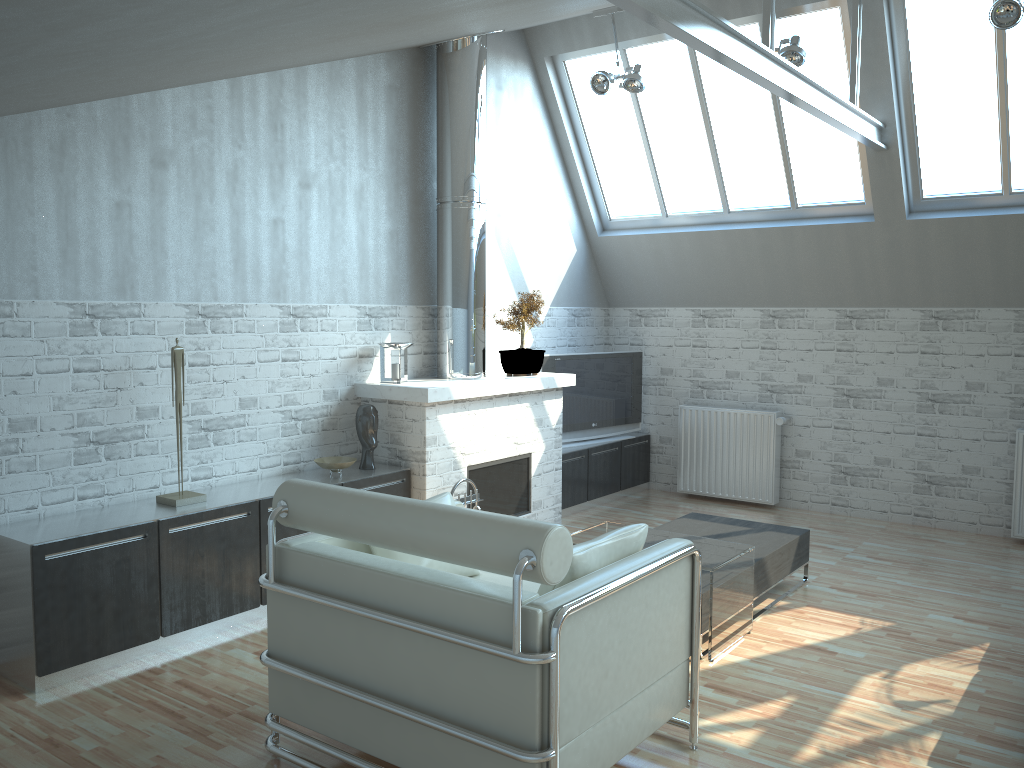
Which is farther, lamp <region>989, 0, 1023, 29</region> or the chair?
lamp <region>989, 0, 1023, 29</region>

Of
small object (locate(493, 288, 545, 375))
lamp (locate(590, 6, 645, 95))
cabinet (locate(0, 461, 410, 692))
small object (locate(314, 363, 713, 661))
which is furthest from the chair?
lamp (locate(590, 6, 645, 95))

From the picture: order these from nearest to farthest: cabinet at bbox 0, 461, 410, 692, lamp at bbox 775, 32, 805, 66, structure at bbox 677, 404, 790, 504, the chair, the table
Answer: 1. the chair
2. cabinet at bbox 0, 461, 410, 692
3. the table
4. lamp at bbox 775, 32, 805, 66
5. structure at bbox 677, 404, 790, 504

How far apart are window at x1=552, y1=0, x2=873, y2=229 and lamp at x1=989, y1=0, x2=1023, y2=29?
2.32m

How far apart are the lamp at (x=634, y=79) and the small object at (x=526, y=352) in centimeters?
307cm

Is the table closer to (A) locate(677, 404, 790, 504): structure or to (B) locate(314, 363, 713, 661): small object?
(B) locate(314, 363, 713, 661): small object

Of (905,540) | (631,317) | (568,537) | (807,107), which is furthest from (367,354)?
(905,540)

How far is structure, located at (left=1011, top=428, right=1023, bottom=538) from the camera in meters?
12.3 m

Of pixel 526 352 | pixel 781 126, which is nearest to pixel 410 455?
pixel 526 352

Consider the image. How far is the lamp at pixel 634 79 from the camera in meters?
12.1 m
